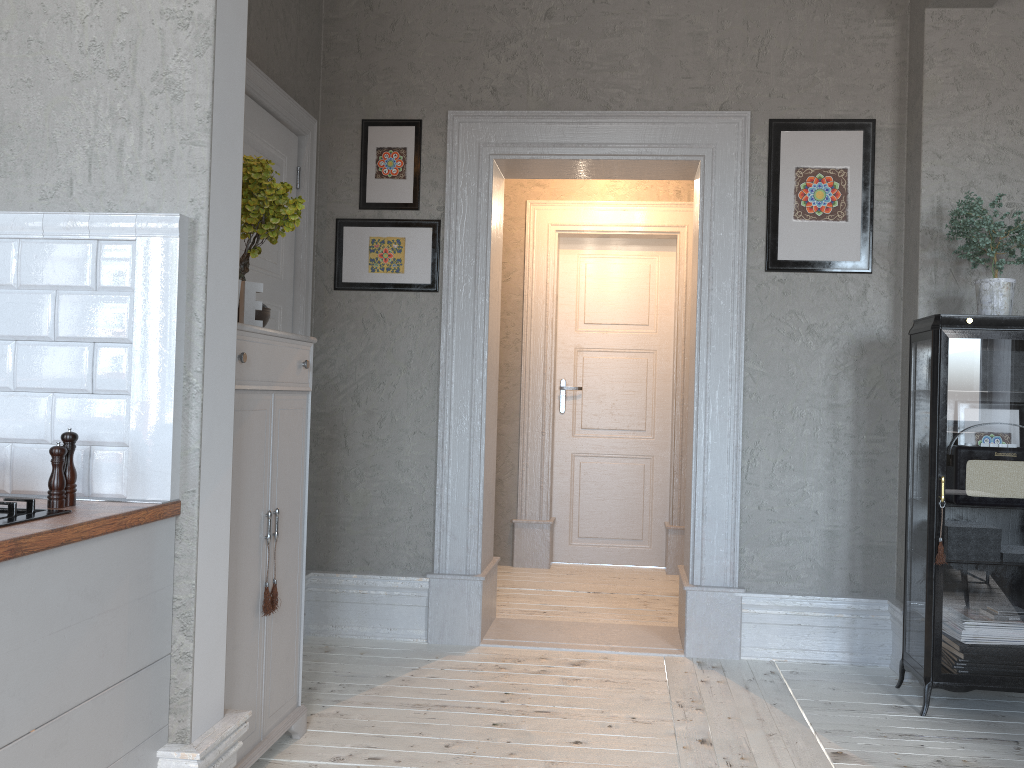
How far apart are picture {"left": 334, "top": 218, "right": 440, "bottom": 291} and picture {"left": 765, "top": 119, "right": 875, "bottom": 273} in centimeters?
147cm

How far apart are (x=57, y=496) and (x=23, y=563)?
0.4m

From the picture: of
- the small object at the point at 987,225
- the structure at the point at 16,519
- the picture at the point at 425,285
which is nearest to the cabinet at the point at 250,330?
the structure at the point at 16,519

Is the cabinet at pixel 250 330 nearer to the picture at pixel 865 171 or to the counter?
the counter

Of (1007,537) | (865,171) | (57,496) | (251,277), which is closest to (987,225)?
(865,171)

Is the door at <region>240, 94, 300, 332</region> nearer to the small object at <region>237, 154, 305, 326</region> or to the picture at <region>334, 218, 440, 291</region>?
the picture at <region>334, 218, 440, 291</region>

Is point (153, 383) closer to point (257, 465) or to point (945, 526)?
point (257, 465)

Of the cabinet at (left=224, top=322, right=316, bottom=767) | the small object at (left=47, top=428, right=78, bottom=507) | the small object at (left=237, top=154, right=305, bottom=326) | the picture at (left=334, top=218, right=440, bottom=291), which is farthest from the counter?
the picture at (left=334, top=218, right=440, bottom=291)

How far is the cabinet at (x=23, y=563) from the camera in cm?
157

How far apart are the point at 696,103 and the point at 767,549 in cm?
198
